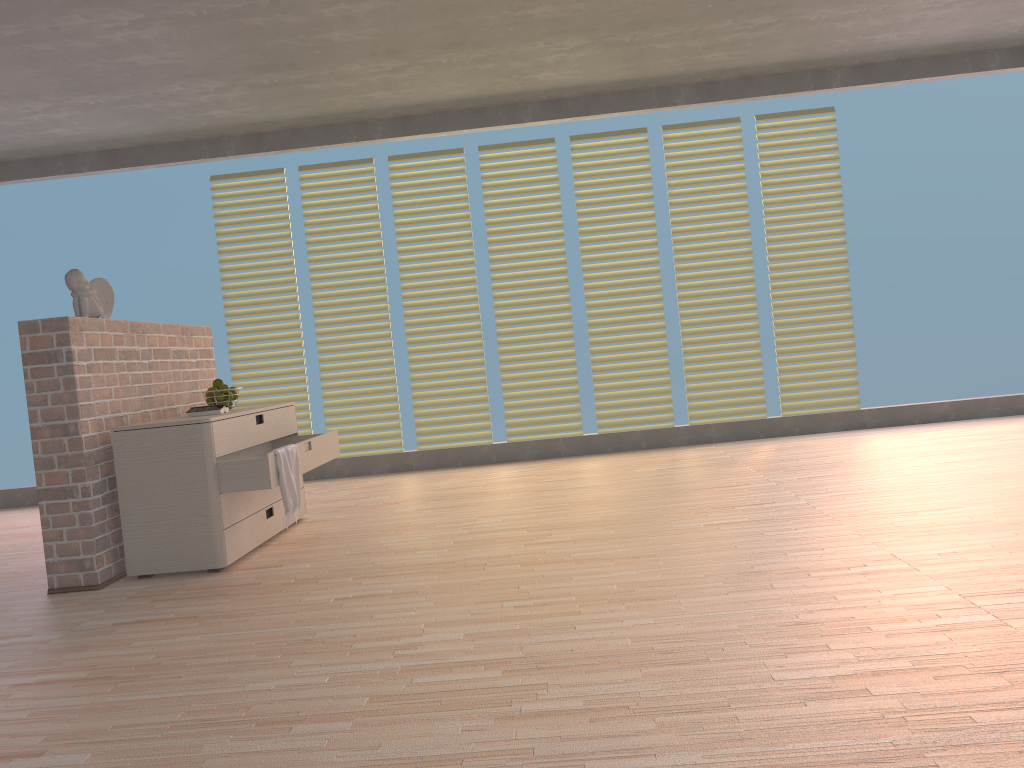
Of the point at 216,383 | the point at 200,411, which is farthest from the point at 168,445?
the point at 216,383

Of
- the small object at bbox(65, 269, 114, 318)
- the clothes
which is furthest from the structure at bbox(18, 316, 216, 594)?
the clothes

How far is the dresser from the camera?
3.49m

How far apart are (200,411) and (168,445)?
0.4m

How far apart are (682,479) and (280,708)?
3.1m

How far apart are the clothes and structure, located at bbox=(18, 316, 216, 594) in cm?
68

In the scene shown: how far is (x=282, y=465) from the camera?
3.6 meters

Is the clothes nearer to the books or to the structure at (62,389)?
the books

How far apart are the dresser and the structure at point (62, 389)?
0.1 meters

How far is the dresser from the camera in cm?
349
